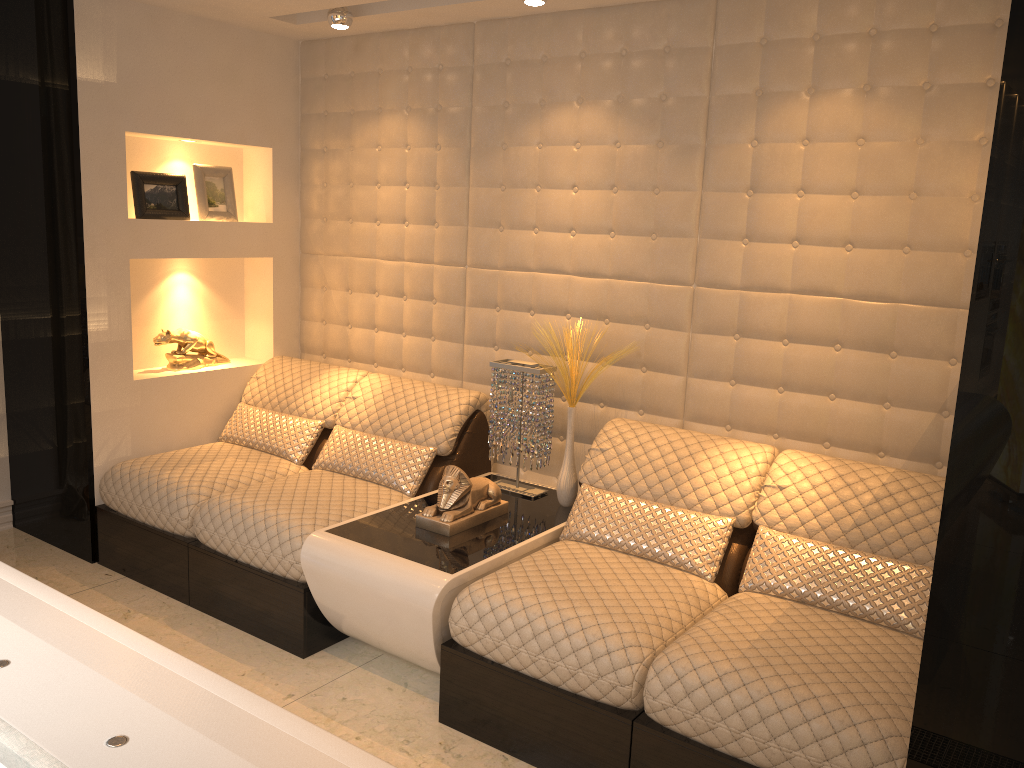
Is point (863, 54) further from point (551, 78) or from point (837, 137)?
point (551, 78)

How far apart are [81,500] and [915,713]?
3.3 meters

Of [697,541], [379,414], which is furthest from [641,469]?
[379,414]

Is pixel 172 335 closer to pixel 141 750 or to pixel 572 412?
pixel 572 412

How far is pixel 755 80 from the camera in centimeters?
302cm

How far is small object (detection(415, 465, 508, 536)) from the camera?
3.0 meters

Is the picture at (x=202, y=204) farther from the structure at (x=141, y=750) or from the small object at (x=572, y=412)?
the structure at (x=141, y=750)

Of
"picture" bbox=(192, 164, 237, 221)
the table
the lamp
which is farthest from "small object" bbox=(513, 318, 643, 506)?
"picture" bbox=(192, 164, 237, 221)

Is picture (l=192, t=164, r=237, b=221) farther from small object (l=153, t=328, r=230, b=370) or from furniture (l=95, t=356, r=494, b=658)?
furniture (l=95, t=356, r=494, b=658)

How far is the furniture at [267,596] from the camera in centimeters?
314cm
